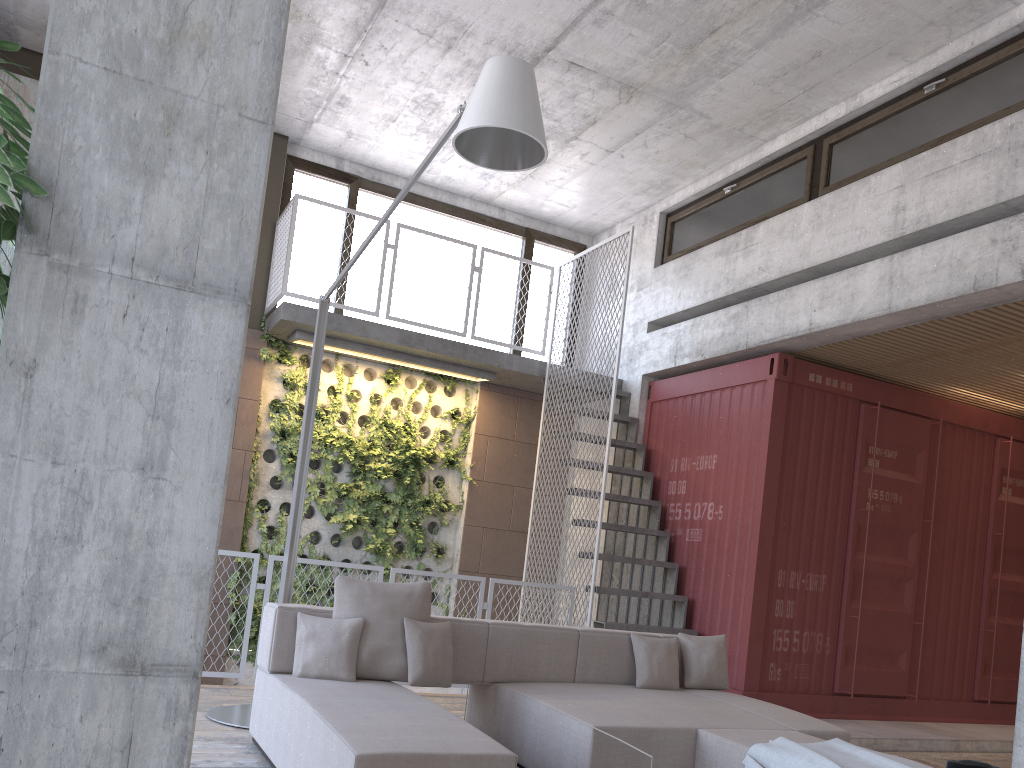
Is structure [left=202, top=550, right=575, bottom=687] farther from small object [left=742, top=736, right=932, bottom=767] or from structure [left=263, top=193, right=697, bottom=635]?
small object [left=742, top=736, right=932, bottom=767]

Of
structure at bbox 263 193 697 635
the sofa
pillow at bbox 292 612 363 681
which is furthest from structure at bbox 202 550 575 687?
pillow at bbox 292 612 363 681

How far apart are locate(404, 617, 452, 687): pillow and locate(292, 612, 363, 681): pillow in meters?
0.2 m

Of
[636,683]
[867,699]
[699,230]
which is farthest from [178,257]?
[699,230]

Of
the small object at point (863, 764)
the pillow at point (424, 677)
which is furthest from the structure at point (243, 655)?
the small object at point (863, 764)

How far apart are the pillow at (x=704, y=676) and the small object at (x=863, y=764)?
1.58m

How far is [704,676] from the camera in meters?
5.5

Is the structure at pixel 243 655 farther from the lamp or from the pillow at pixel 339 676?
the pillow at pixel 339 676

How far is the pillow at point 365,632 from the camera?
4.5m

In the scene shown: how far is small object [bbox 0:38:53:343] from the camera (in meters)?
1.51
